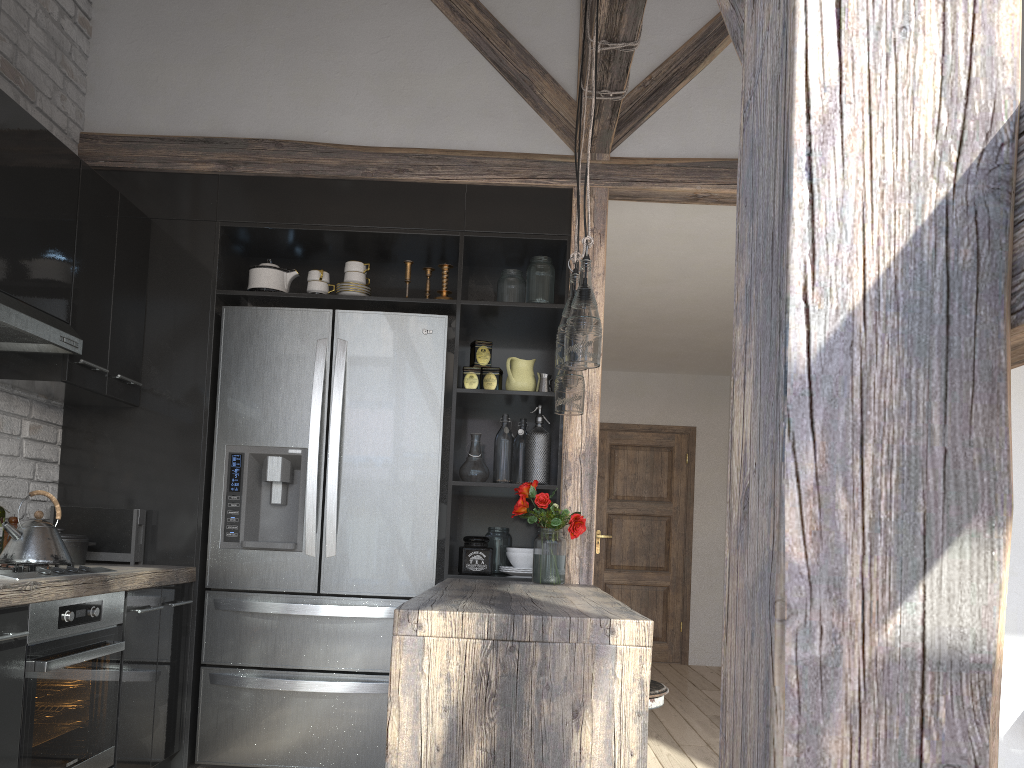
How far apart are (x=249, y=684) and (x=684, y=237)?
2.8 meters

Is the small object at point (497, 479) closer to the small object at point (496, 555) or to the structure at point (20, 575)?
the small object at point (496, 555)

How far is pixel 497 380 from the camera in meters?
3.8

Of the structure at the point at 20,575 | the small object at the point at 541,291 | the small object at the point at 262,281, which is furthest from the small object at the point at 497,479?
the structure at the point at 20,575

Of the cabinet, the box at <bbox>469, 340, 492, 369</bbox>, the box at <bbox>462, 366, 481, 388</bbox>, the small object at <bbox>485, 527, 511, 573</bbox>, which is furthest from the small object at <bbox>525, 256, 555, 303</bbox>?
the small object at <bbox>485, 527, 511, 573</bbox>

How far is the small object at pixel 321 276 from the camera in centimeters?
378cm

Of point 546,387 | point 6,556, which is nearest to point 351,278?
point 546,387

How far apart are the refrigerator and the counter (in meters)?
0.07

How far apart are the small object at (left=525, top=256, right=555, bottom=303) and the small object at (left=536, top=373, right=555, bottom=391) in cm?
32

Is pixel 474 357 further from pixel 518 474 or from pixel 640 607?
pixel 640 607
